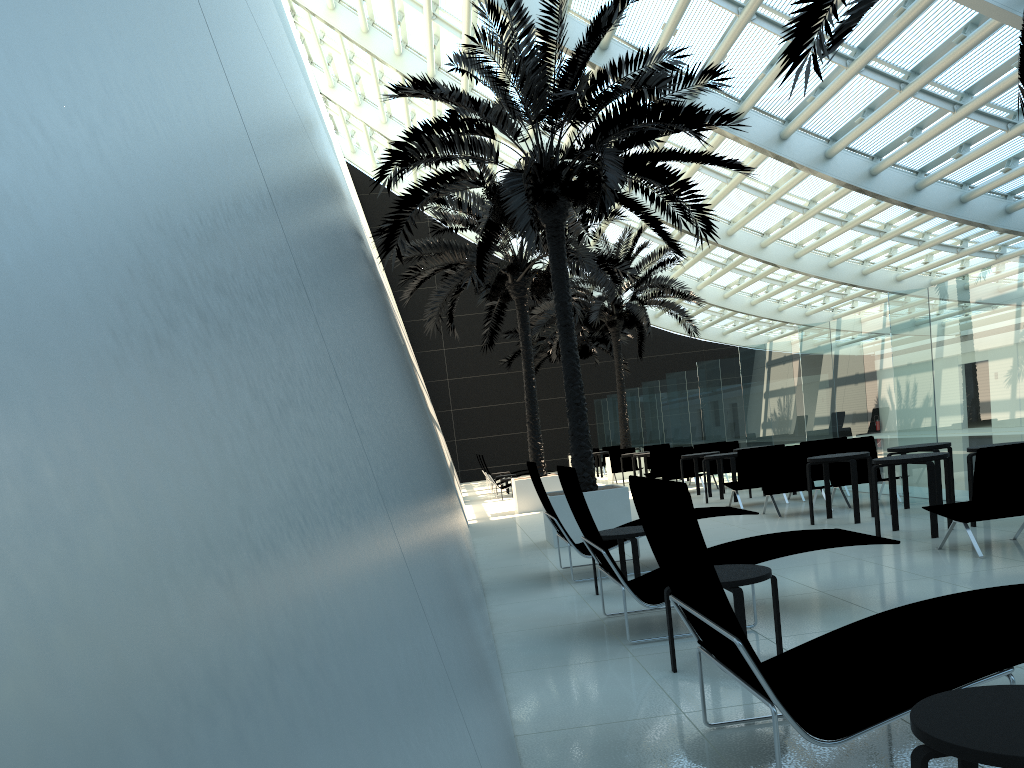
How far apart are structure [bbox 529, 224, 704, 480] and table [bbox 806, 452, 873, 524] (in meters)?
12.91

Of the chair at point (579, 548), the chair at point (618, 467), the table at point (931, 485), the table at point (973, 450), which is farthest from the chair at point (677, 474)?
the table at point (973, 450)

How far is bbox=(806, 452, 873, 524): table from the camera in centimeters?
975cm

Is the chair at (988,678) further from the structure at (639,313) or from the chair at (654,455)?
the structure at (639,313)

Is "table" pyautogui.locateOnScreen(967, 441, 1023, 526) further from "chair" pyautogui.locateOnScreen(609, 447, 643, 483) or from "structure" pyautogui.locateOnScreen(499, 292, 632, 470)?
"structure" pyautogui.locateOnScreen(499, 292, 632, 470)

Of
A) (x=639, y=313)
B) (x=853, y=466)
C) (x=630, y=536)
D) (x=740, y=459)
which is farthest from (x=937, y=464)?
(x=639, y=313)

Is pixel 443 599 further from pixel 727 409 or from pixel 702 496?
pixel 727 409

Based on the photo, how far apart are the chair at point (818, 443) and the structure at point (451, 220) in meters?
4.9 m

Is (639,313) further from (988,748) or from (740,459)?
(988,748)

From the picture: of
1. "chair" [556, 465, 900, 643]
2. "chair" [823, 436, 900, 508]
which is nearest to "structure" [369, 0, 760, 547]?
"chair" [823, 436, 900, 508]
